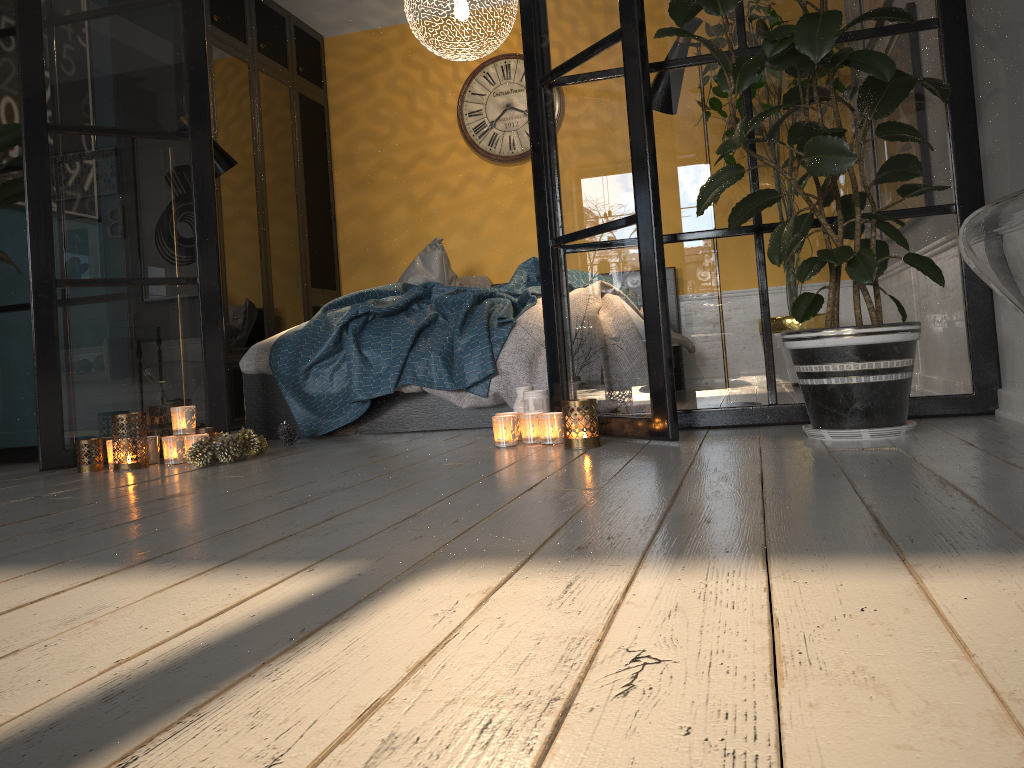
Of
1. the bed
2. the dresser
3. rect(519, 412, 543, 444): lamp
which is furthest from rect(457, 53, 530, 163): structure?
rect(519, 412, 543, 444): lamp

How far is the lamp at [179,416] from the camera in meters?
3.0 m

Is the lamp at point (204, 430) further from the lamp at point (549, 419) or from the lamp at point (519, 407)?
the lamp at point (549, 419)

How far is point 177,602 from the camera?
1.1 meters

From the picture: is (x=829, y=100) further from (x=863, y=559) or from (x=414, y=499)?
(x=863, y=559)

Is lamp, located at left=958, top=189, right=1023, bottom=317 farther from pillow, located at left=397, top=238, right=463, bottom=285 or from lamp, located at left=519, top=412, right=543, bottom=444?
pillow, located at left=397, top=238, right=463, bottom=285

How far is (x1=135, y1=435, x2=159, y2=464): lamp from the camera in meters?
3.1

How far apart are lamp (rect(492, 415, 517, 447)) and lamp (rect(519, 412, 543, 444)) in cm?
4

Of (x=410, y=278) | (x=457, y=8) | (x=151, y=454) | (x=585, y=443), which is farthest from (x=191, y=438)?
(x=457, y=8)

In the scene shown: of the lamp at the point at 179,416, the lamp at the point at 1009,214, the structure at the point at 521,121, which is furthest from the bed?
the lamp at the point at 1009,214
